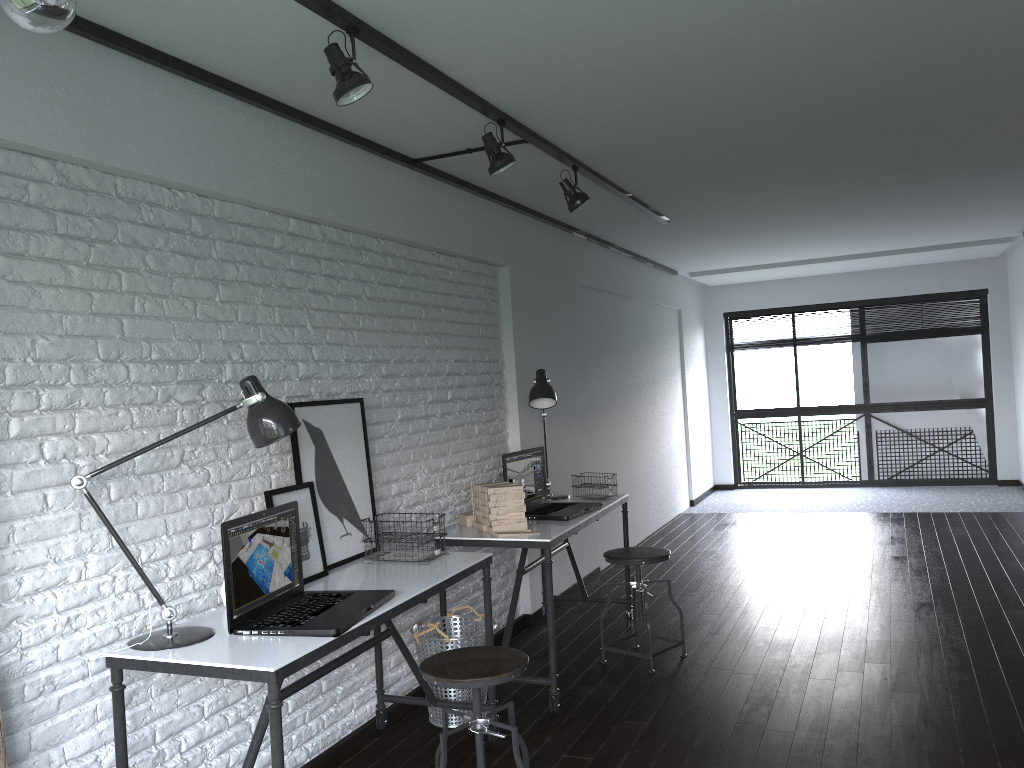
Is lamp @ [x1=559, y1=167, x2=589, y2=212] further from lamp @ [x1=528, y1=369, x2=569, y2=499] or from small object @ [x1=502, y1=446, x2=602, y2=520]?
small object @ [x1=502, y1=446, x2=602, y2=520]

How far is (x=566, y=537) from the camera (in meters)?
3.81

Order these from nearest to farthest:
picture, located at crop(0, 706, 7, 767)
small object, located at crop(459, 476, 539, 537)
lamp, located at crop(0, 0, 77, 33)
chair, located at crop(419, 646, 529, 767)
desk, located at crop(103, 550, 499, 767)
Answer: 1. lamp, located at crop(0, 0, 77, 33)
2. picture, located at crop(0, 706, 7, 767)
3. desk, located at crop(103, 550, 499, 767)
4. chair, located at crop(419, 646, 529, 767)
5. small object, located at crop(459, 476, 539, 537)

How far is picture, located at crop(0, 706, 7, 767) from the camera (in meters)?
2.01

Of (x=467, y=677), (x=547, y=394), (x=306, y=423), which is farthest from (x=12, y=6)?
(x=547, y=394)

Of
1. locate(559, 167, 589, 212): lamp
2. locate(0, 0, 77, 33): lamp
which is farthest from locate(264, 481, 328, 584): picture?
locate(0, 0, 77, 33): lamp

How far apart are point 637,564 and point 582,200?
1.7 meters

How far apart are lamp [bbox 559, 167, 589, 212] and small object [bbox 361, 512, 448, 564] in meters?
1.8 m

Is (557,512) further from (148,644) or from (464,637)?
(148,644)

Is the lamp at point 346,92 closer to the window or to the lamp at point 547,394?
the lamp at point 547,394
